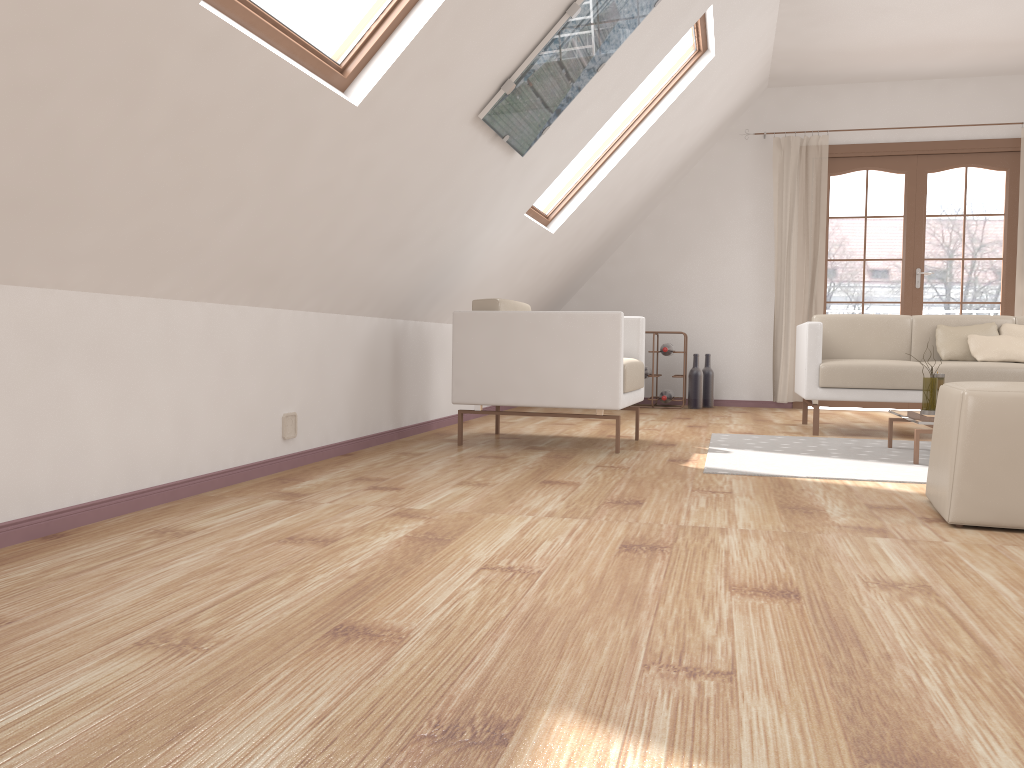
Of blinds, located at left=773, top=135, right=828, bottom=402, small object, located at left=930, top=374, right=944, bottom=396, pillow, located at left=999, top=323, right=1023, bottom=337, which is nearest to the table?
small object, located at left=930, top=374, right=944, bottom=396

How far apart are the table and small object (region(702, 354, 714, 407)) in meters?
3.0

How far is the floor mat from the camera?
3.4m

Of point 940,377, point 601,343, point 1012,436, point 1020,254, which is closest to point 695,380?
point 1020,254

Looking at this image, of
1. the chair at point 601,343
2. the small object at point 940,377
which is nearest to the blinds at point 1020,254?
the small object at point 940,377

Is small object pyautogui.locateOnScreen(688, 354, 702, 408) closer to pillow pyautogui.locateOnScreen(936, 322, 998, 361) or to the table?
pillow pyautogui.locateOnScreen(936, 322, 998, 361)

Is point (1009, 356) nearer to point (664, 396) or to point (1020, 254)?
point (1020, 254)

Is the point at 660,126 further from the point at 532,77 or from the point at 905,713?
the point at 905,713

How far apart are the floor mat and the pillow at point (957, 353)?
0.9m

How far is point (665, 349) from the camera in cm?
687
